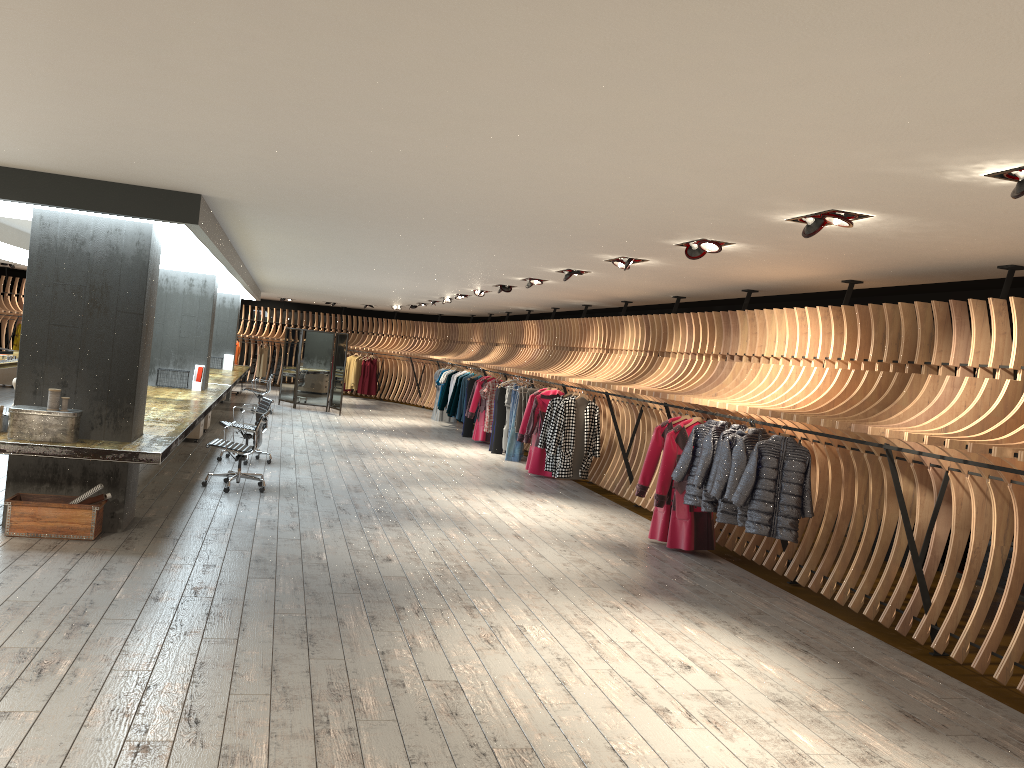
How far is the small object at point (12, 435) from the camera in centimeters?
675cm

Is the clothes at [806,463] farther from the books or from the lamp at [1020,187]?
the books

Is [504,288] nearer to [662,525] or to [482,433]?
[662,525]

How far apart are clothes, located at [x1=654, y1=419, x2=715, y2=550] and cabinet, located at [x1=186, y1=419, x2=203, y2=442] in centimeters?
749cm

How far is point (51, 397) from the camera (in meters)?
6.84

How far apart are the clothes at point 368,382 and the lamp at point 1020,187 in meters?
23.5

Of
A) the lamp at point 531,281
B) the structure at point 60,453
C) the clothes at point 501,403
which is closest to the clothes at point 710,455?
the lamp at point 531,281

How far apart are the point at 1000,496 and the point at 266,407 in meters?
8.8 m

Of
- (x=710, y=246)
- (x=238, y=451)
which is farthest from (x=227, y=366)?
(x=710, y=246)

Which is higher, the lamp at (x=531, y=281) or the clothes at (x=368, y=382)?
the lamp at (x=531, y=281)
